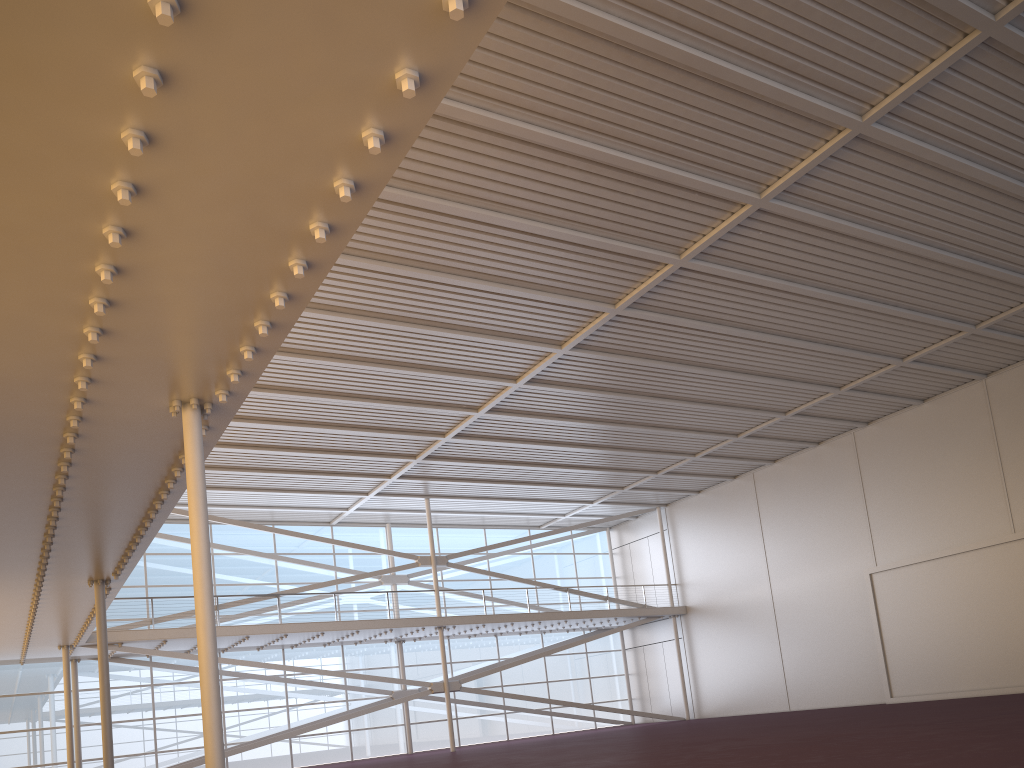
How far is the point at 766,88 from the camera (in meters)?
14.30
